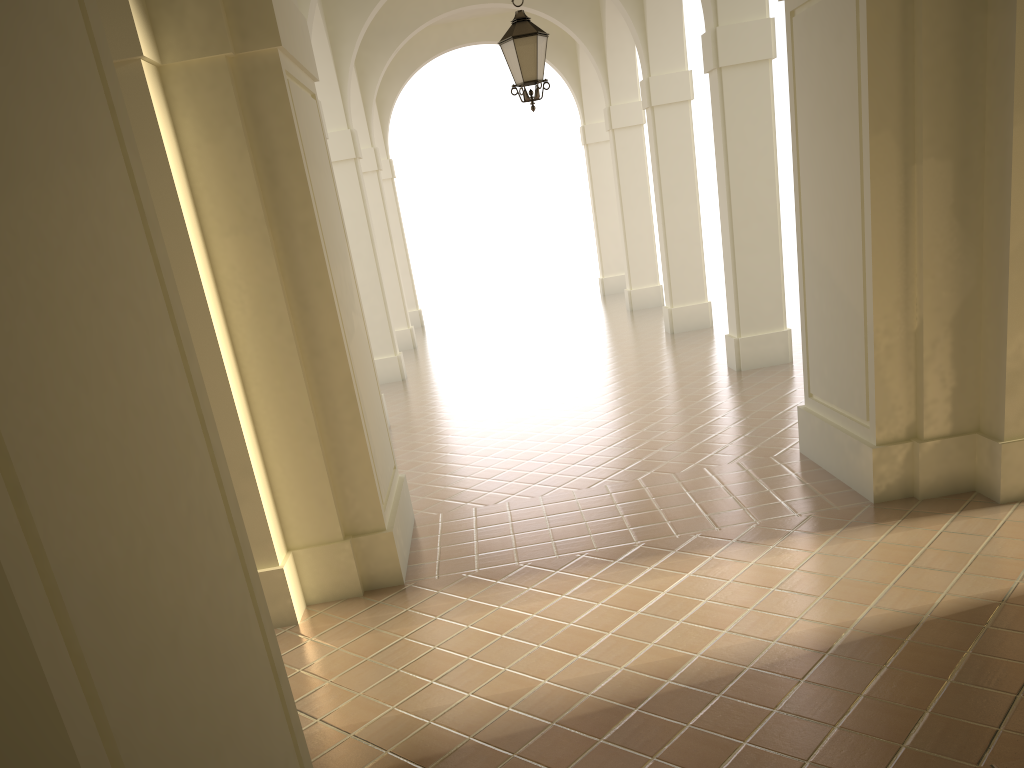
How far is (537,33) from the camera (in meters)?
8.82

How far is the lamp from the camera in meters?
8.8

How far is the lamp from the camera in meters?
8.8
